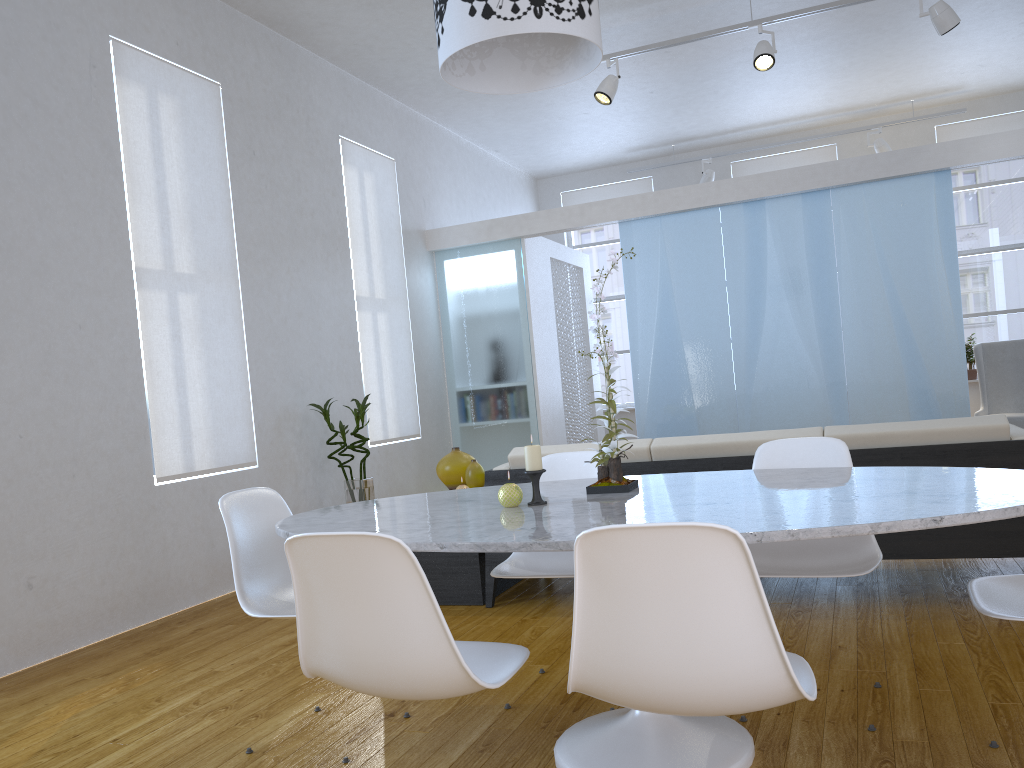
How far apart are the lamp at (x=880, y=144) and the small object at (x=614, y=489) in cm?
689

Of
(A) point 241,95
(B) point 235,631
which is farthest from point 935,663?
(A) point 241,95

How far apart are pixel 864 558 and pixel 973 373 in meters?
6.9

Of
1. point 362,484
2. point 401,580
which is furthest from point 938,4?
point 401,580

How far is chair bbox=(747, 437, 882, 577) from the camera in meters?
2.3 m

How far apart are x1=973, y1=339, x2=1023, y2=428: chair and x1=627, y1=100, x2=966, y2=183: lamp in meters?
2.0 m

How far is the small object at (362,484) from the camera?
5.3m

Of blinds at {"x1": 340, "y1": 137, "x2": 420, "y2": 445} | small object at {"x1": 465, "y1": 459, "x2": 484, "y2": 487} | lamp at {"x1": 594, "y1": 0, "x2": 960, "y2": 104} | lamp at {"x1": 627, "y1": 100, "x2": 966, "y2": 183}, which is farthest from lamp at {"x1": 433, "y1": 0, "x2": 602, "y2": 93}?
lamp at {"x1": 627, "y1": 100, "x2": 966, "y2": 183}

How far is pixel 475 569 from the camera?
3.8 meters

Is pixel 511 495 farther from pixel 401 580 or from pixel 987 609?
pixel 987 609
